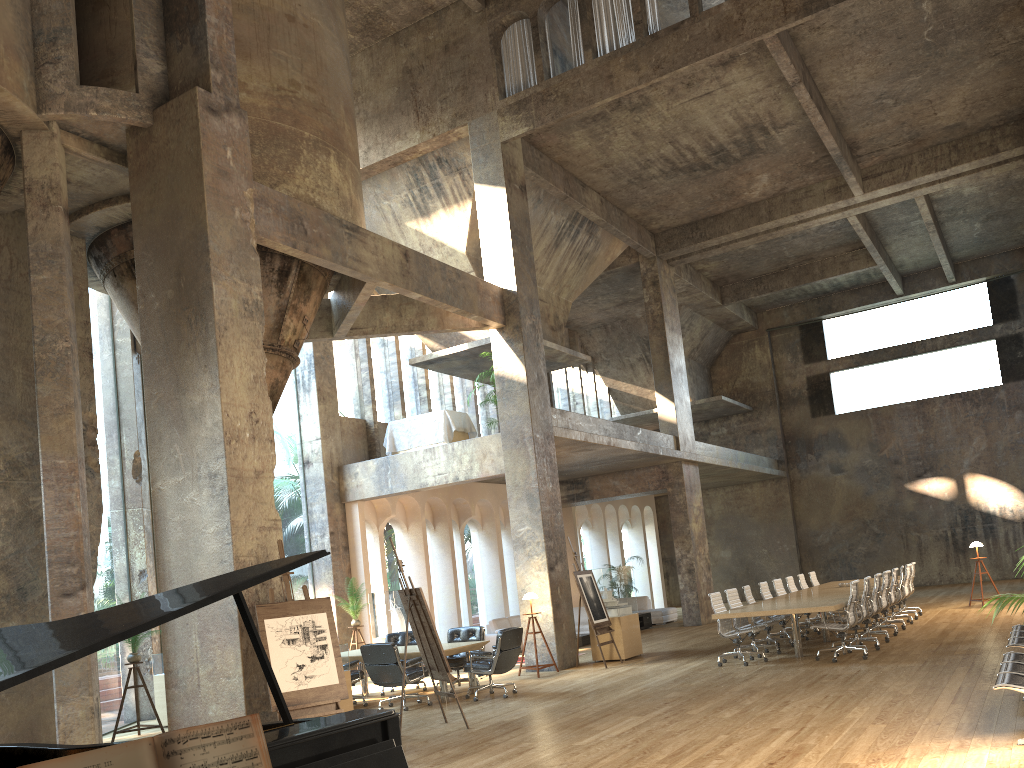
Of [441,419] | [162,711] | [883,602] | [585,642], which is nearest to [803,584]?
[883,602]

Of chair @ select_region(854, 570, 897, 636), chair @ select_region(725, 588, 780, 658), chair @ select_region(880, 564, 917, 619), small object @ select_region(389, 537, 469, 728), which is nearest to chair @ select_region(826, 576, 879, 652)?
chair @ select_region(725, 588, 780, 658)

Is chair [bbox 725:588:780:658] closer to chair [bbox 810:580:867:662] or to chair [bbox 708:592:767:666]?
chair [bbox 708:592:767:666]

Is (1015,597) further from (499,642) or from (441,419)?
(441,419)

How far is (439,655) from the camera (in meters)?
9.07

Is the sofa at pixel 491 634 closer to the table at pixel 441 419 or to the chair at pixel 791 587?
the table at pixel 441 419

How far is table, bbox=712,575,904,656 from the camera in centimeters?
1109cm

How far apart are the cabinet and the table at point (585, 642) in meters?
3.1

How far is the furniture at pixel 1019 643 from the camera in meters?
8.1 m

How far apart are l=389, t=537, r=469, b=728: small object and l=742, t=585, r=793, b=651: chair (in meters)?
6.14
